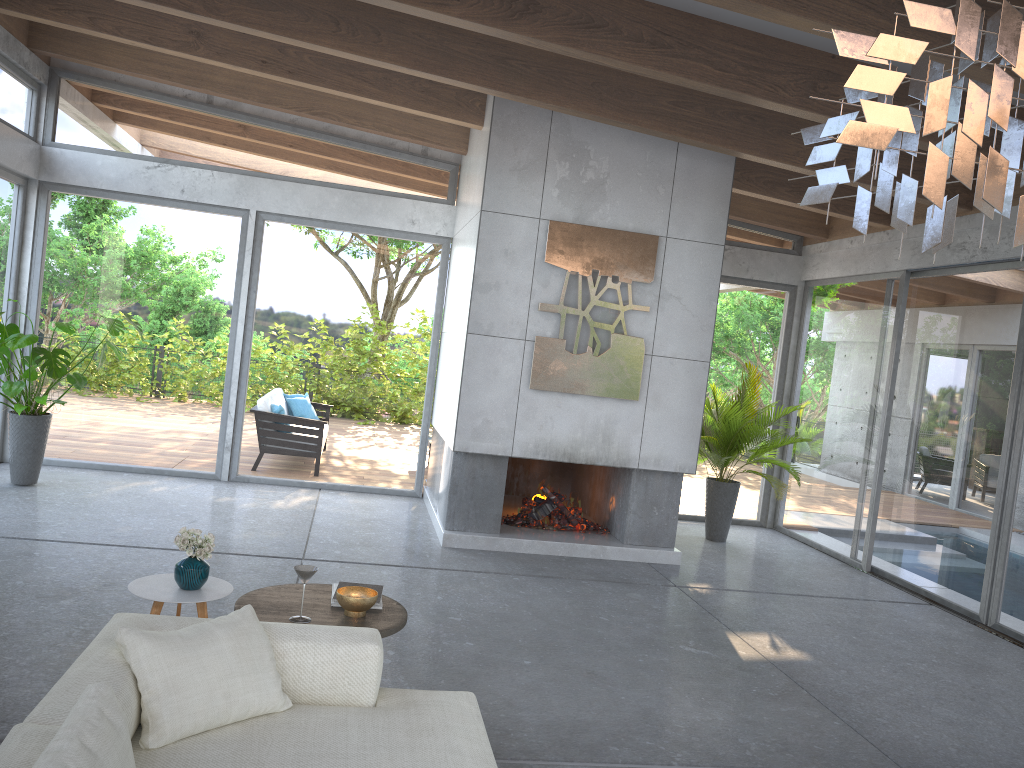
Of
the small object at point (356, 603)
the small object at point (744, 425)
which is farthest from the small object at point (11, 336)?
the small object at point (744, 425)

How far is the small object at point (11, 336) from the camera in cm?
692

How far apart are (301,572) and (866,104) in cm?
277

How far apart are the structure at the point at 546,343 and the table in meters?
3.3

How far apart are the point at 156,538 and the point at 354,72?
3.9m

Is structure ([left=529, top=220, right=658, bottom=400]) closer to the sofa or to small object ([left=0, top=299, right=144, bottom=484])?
small object ([left=0, top=299, right=144, bottom=484])

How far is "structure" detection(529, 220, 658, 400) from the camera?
7.07m

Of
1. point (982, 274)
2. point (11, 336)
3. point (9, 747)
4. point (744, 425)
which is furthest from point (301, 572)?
point (982, 274)

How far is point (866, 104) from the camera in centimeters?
155cm

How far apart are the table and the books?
0.1m
